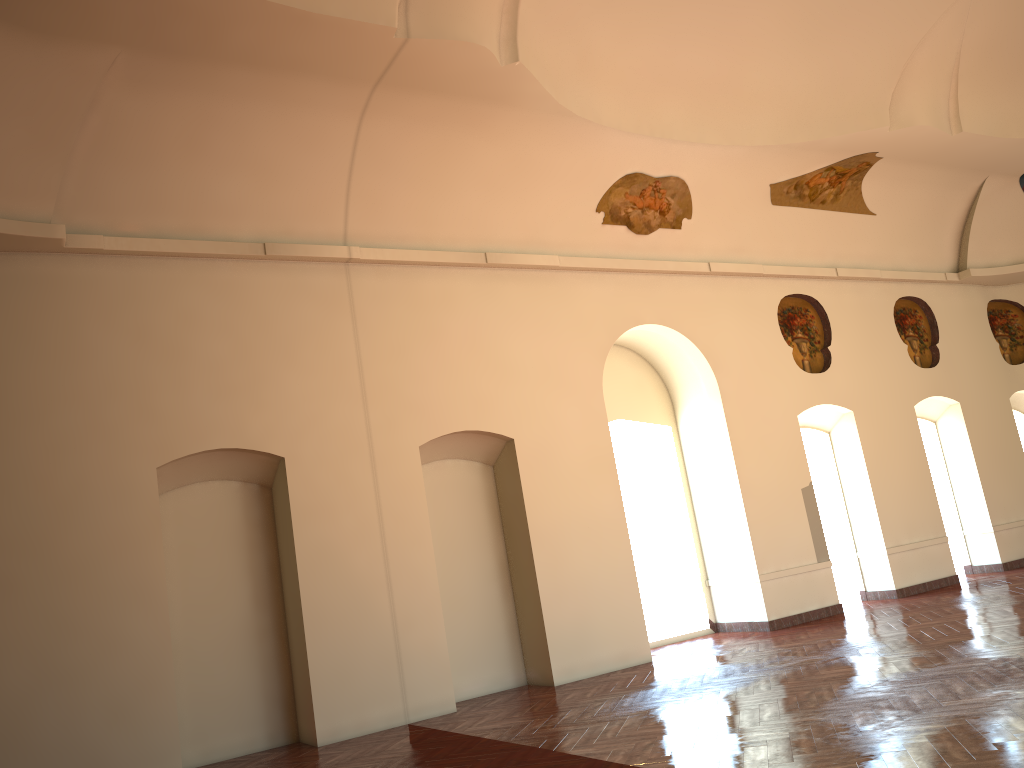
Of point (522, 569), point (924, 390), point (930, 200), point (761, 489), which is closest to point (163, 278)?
point (522, 569)
